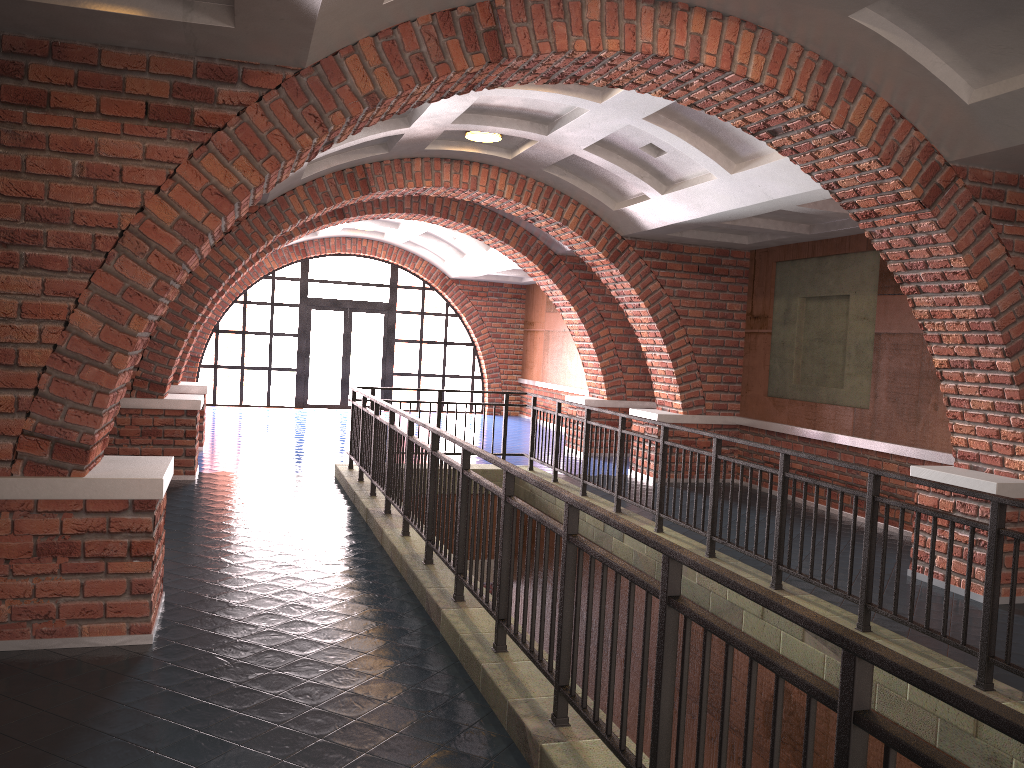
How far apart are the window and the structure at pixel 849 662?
9.3 meters

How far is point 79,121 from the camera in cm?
→ 435

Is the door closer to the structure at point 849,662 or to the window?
the window

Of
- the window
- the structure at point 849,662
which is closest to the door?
the window

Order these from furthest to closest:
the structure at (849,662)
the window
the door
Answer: the door < the window < the structure at (849,662)

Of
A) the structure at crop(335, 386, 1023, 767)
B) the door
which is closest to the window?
the door

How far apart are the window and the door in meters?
0.2 m

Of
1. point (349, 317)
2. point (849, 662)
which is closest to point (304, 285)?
point (349, 317)

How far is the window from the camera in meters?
19.0 m

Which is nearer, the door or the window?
the window
